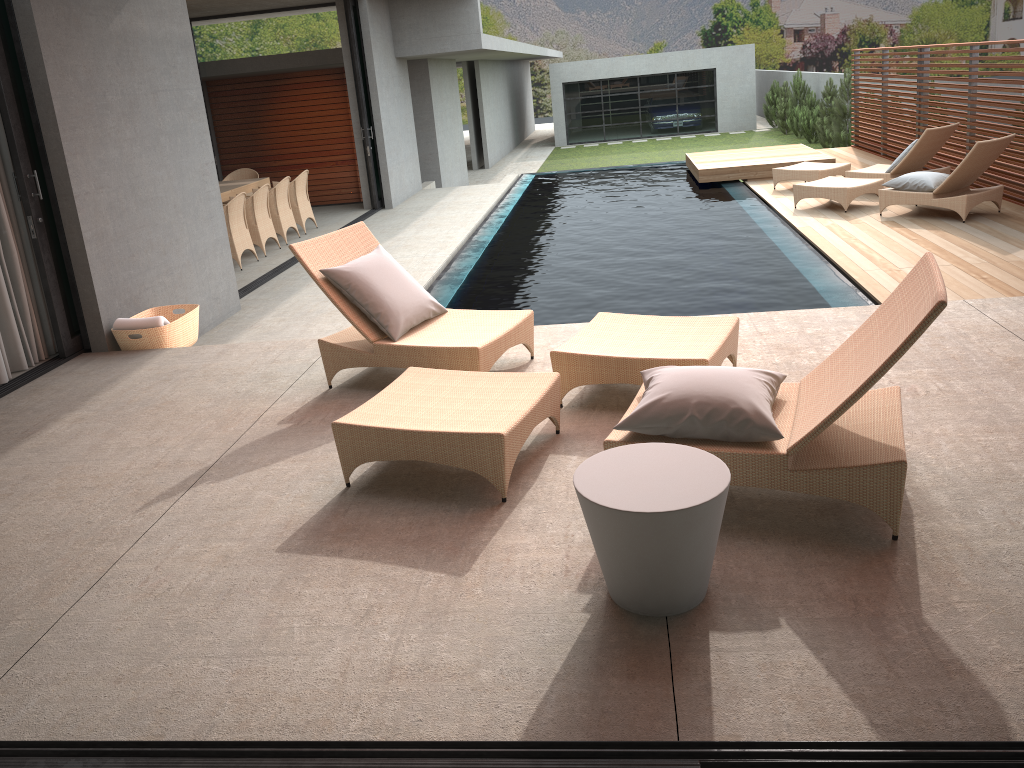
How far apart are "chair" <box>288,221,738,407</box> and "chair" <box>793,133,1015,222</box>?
5.7m

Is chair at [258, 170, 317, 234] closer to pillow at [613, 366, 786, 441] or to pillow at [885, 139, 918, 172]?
pillow at [885, 139, 918, 172]

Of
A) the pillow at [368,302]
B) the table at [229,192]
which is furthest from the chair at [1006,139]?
the table at [229,192]

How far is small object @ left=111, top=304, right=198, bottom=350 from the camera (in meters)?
6.14

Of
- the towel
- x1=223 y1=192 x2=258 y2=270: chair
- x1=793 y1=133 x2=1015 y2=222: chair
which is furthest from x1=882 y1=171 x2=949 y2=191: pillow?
the towel

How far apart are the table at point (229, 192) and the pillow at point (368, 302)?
6.86m

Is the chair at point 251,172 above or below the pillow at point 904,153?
above

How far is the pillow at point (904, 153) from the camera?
10.6 meters

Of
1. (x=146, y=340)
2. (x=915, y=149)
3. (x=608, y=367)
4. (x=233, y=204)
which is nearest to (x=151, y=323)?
(x=146, y=340)

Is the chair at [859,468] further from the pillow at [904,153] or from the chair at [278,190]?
the pillow at [904,153]
